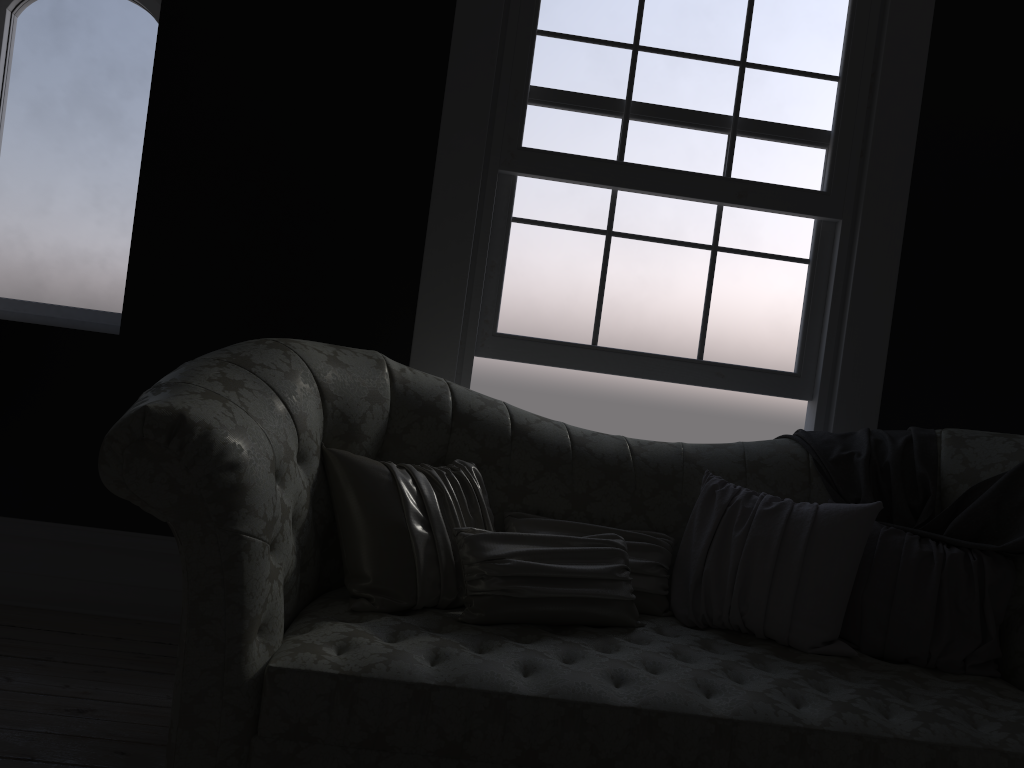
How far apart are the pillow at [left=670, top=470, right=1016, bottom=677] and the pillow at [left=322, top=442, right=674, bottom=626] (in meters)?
0.03

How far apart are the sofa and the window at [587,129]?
0.6 meters

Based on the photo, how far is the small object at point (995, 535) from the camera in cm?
261

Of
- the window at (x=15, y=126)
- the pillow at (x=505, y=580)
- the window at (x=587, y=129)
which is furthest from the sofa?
the window at (x=15, y=126)

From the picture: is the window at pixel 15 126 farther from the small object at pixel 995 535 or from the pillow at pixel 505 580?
the small object at pixel 995 535

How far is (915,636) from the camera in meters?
2.4

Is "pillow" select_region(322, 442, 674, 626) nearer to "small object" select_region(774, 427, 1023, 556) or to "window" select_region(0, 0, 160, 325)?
"small object" select_region(774, 427, 1023, 556)

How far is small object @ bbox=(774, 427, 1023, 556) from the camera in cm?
261

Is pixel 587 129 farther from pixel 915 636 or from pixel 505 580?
Answer: pixel 915 636

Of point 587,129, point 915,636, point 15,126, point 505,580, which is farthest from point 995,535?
point 15,126
